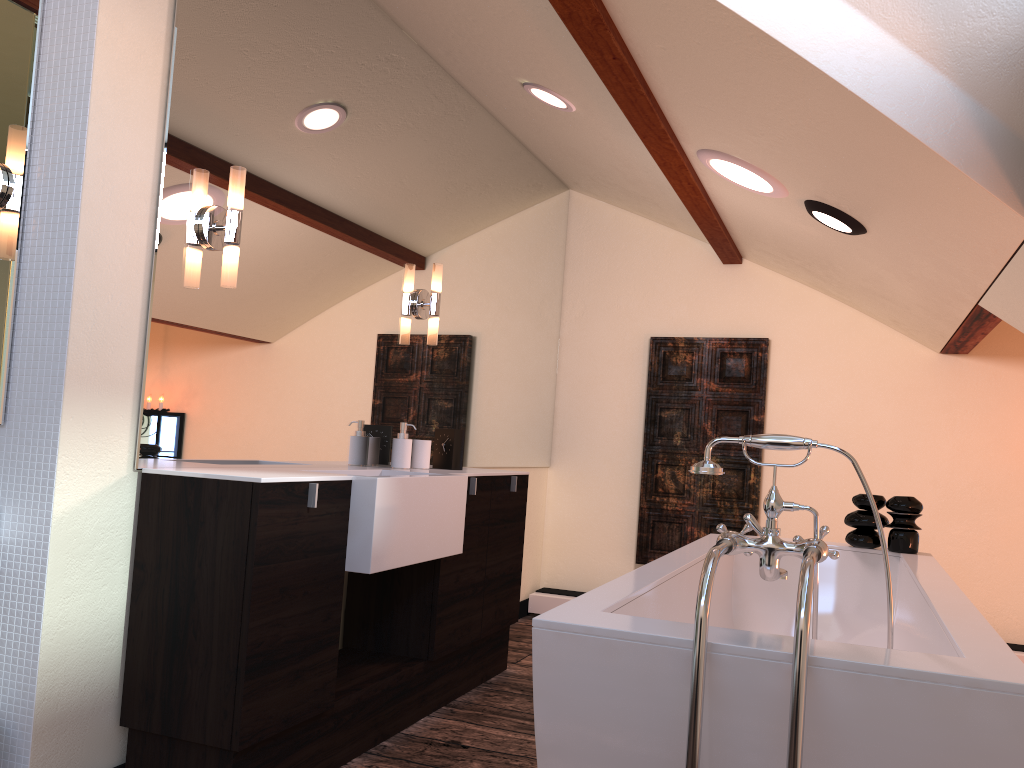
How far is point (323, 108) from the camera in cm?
295

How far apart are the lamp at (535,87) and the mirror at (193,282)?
0.44m

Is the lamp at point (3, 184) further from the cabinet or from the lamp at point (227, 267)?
the cabinet

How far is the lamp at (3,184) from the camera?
2.1m

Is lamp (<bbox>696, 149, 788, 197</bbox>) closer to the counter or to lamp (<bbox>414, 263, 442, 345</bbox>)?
lamp (<bbox>414, 263, 442, 345</bbox>)

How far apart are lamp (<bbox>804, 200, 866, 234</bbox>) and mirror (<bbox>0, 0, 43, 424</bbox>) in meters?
2.4 m

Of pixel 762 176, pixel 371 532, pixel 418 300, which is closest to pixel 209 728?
pixel 371 532

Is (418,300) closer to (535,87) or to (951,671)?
(535,87)

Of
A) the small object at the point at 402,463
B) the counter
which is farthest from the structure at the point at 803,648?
the small object at the point at 402,463

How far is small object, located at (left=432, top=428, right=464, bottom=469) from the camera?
3.5m
